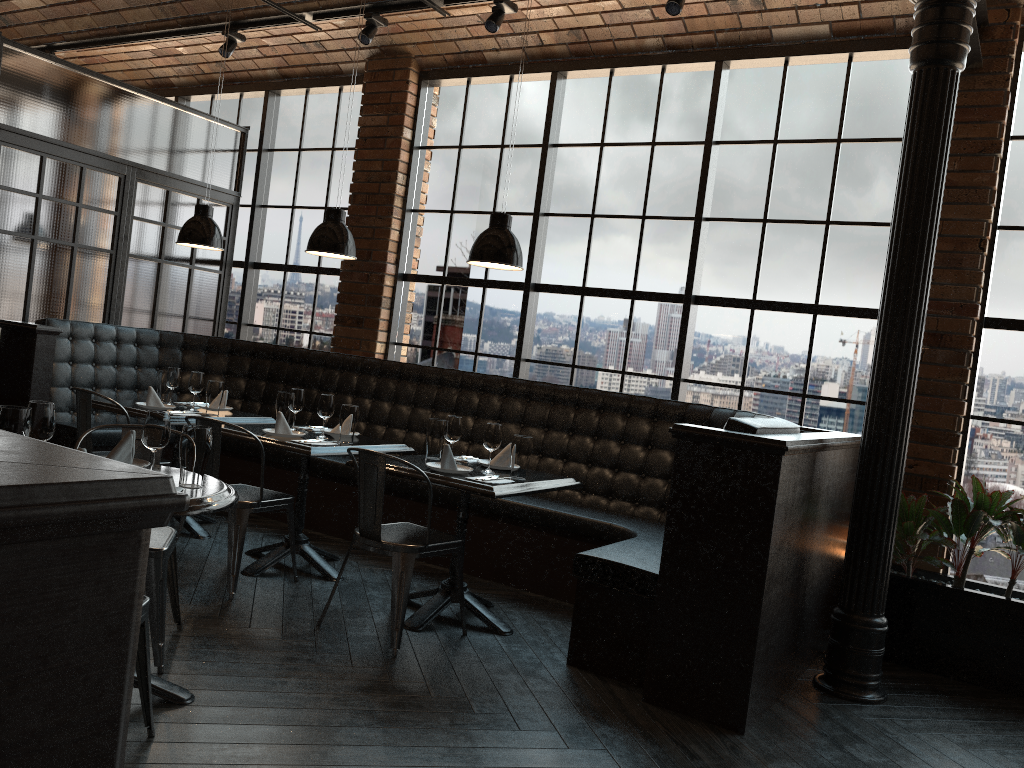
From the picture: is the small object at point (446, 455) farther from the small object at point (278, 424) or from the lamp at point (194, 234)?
the lamp at point (194, 234)

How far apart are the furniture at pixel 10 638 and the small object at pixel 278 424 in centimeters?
366cm

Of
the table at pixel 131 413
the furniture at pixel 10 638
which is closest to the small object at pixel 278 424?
the table at pixel 131 413

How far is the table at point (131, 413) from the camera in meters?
5.2 m

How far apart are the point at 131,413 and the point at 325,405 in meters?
1.2 m

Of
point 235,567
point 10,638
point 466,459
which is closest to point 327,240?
point 466,459

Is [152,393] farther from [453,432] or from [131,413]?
[453,432]

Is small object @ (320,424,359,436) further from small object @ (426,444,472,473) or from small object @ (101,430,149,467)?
small object @ (101,430,149,467)

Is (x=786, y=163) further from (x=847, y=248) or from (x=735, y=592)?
(x=735, y=592)

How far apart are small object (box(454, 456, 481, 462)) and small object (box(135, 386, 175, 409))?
2.03m
